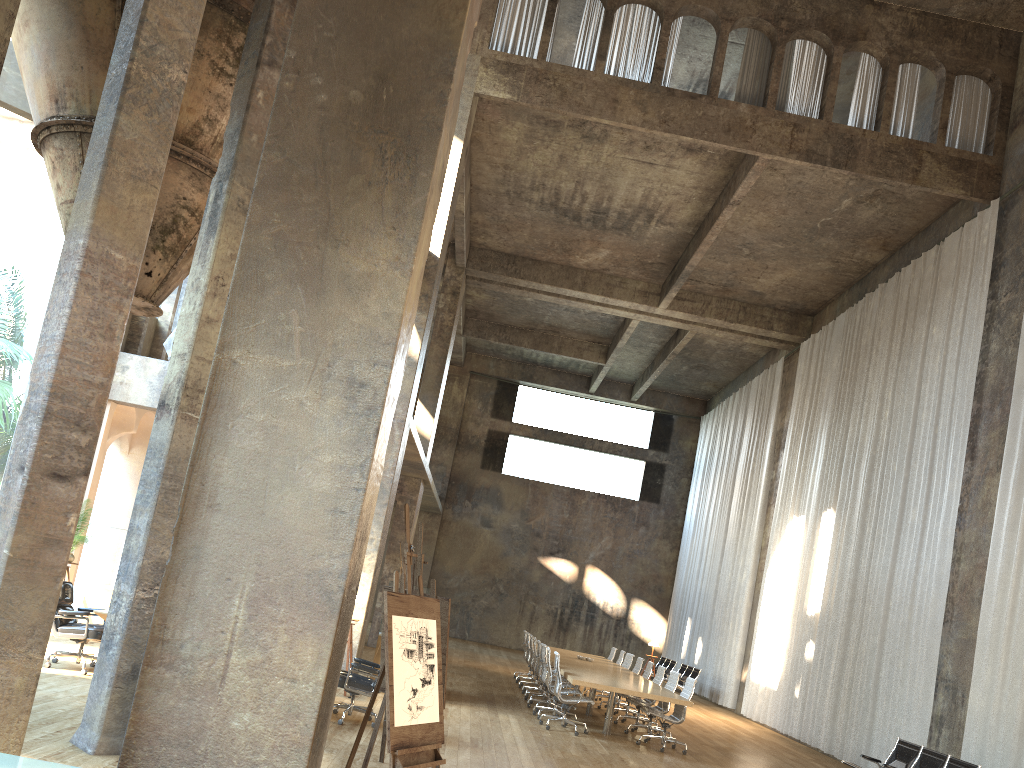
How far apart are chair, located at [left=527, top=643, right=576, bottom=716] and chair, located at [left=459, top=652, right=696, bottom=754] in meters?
2.3 m

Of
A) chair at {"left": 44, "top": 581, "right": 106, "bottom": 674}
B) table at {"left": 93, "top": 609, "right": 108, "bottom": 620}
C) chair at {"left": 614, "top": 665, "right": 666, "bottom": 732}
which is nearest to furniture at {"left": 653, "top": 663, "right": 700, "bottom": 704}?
chair at {"left": 614, "top": 665, "right": 666, "bottom": 732}

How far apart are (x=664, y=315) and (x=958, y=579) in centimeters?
1035cm

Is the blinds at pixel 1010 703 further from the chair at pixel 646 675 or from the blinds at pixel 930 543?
the chair at pixel 646 675

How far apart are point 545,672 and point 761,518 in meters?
9.3 m

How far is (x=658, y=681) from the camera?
13.45m

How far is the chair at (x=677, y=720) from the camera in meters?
11.5

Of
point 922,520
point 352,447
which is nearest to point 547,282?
point 922,520

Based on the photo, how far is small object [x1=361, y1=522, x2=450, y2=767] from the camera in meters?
7.1

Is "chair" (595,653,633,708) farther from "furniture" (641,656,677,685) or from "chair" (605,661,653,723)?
"furniture" (641,656,677,685)
